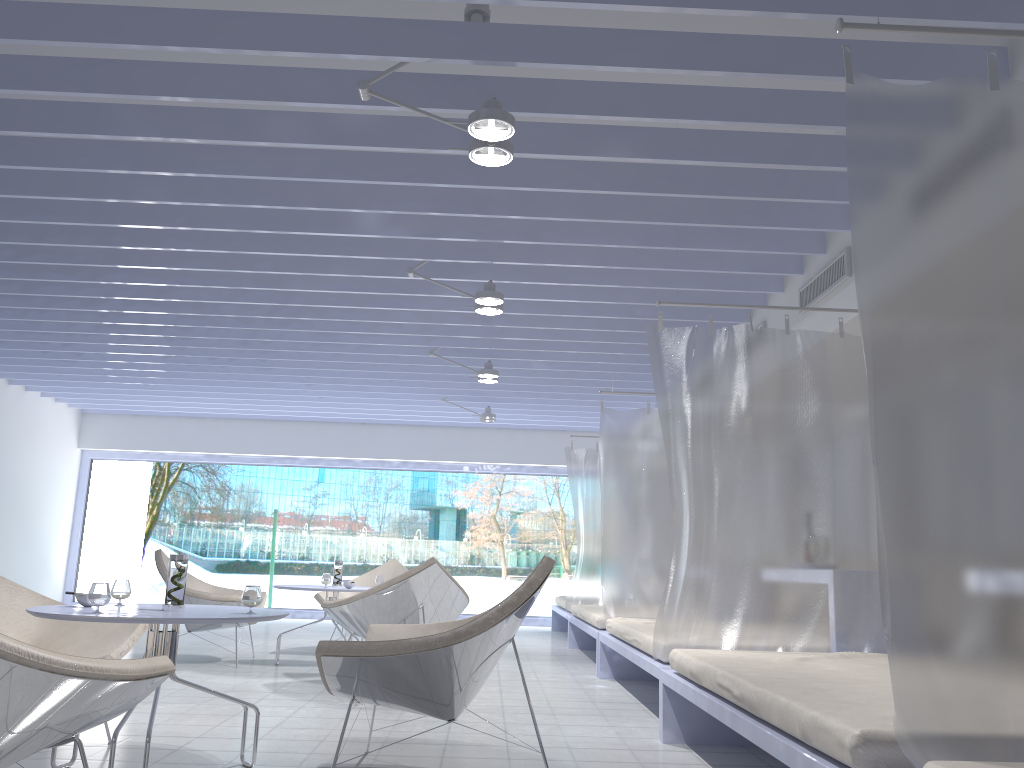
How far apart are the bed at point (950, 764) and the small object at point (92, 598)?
2.3m

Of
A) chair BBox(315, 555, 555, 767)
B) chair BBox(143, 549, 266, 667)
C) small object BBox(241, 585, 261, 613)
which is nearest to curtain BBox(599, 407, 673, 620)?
chair BBox(143, 549, 266, 667)

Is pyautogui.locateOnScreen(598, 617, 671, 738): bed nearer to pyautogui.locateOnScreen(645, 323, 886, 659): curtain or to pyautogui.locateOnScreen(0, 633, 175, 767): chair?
pyautogui.locateOnScreen(645, 323, 886, 659): curtain

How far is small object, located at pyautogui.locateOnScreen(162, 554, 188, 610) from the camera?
2.9m

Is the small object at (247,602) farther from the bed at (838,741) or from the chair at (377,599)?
the chair at (377,599)

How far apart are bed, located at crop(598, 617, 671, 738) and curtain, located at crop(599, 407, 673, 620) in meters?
0.1

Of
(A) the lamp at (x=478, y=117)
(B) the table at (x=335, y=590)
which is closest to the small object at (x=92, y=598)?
(A) the lamp at (x=478, y=117)

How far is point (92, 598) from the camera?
2.68m

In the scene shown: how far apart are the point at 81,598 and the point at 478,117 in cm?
212

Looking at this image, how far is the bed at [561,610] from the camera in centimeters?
905cm
